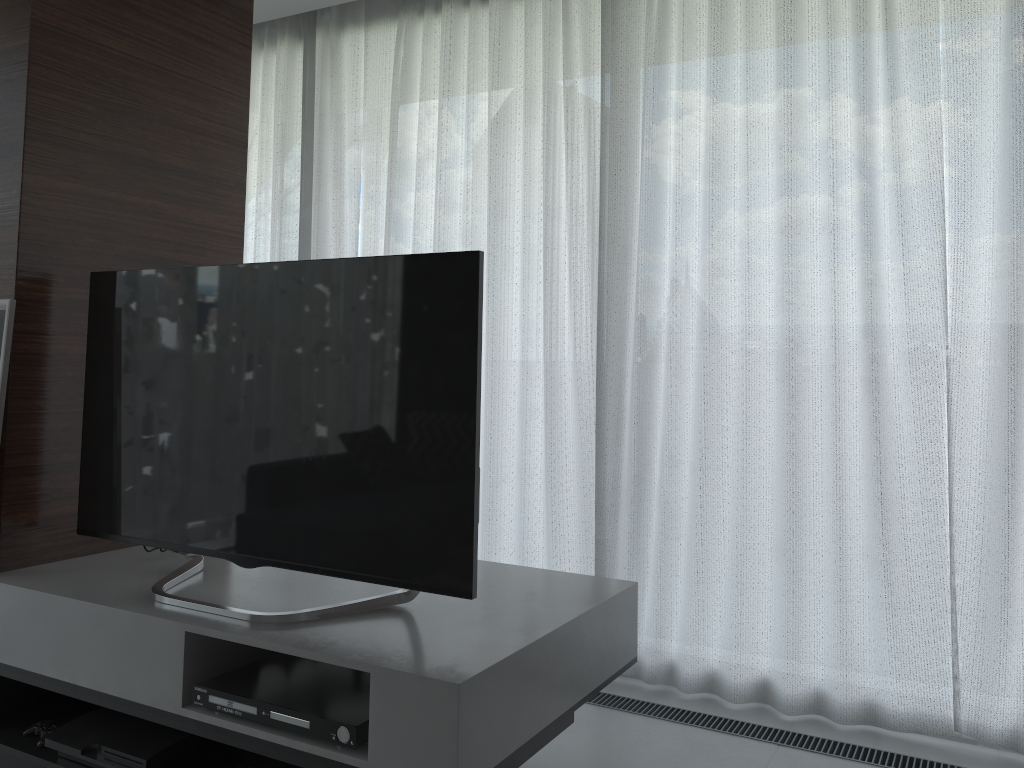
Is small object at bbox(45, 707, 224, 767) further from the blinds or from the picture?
the blinds

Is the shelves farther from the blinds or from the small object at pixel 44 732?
the blinds

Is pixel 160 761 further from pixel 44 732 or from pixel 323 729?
pixel 323 729

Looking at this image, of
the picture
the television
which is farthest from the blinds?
the picture

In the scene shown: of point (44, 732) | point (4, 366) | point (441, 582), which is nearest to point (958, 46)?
point (441, 582)

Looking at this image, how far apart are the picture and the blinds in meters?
1.5

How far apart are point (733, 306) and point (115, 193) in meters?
1.9 m

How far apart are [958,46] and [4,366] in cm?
278

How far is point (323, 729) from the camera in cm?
172

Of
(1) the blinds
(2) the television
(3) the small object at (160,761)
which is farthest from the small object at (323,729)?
(1) the blinds
